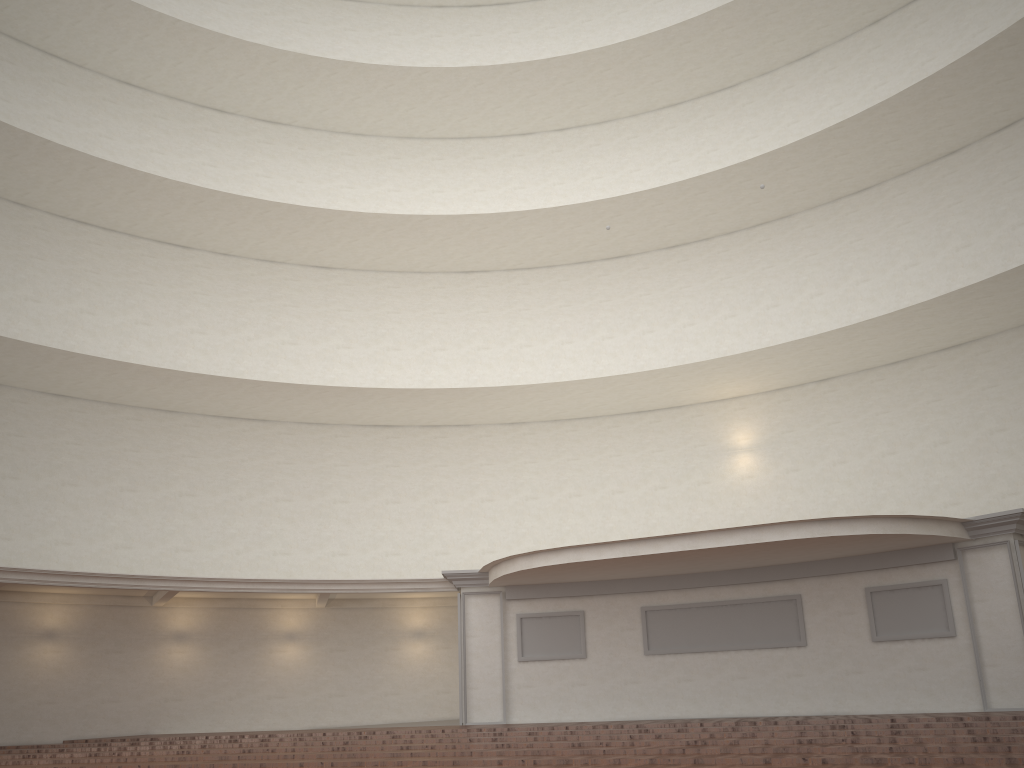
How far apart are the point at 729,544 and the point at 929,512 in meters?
6.2

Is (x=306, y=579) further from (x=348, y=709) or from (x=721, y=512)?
(x=721, y=512)

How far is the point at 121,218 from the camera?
20.41m
